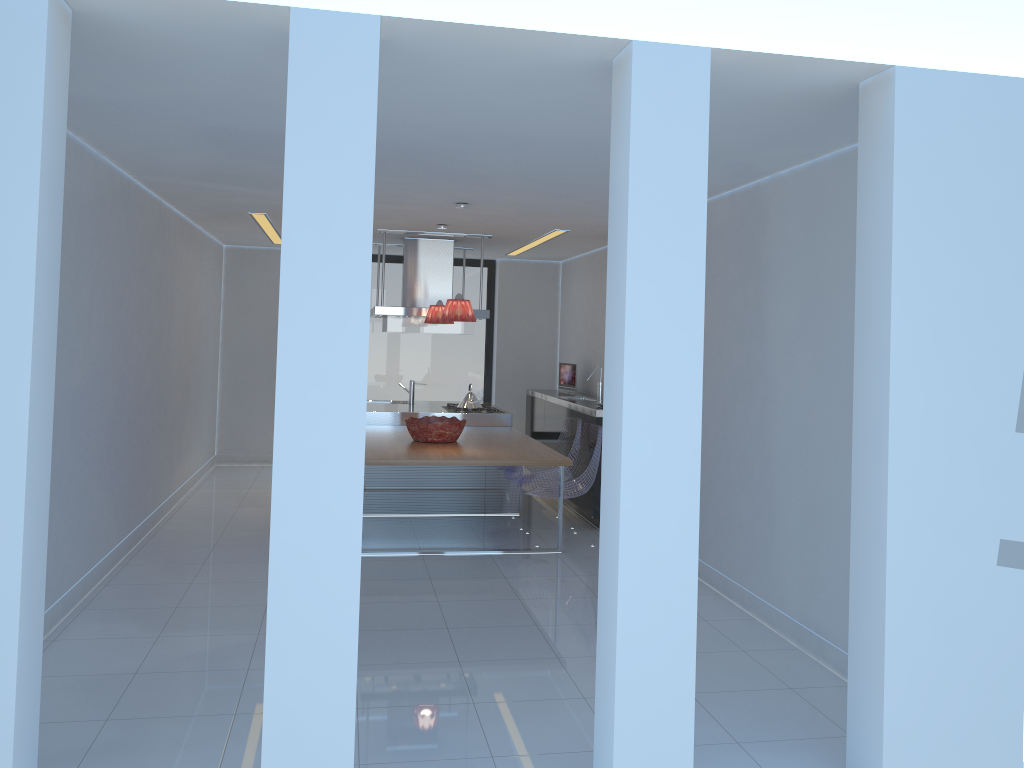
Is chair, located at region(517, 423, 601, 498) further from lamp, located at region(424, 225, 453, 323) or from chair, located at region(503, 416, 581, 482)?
lamp, located at region(424, 225, 453, 323)

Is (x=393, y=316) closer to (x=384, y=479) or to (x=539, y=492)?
(x=384, y=479)

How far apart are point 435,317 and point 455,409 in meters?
1.2

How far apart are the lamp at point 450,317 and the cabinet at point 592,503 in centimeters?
154cm

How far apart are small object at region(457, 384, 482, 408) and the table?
0.60m

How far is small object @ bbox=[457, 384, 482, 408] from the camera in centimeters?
855cm

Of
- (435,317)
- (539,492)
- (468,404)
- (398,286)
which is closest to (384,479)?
(468,404)

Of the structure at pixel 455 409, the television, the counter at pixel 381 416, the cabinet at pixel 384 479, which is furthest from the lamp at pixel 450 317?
the television

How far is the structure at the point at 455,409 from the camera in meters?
8.4 m

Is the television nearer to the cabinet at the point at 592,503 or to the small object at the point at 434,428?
the cabinet at the point at 592,503
